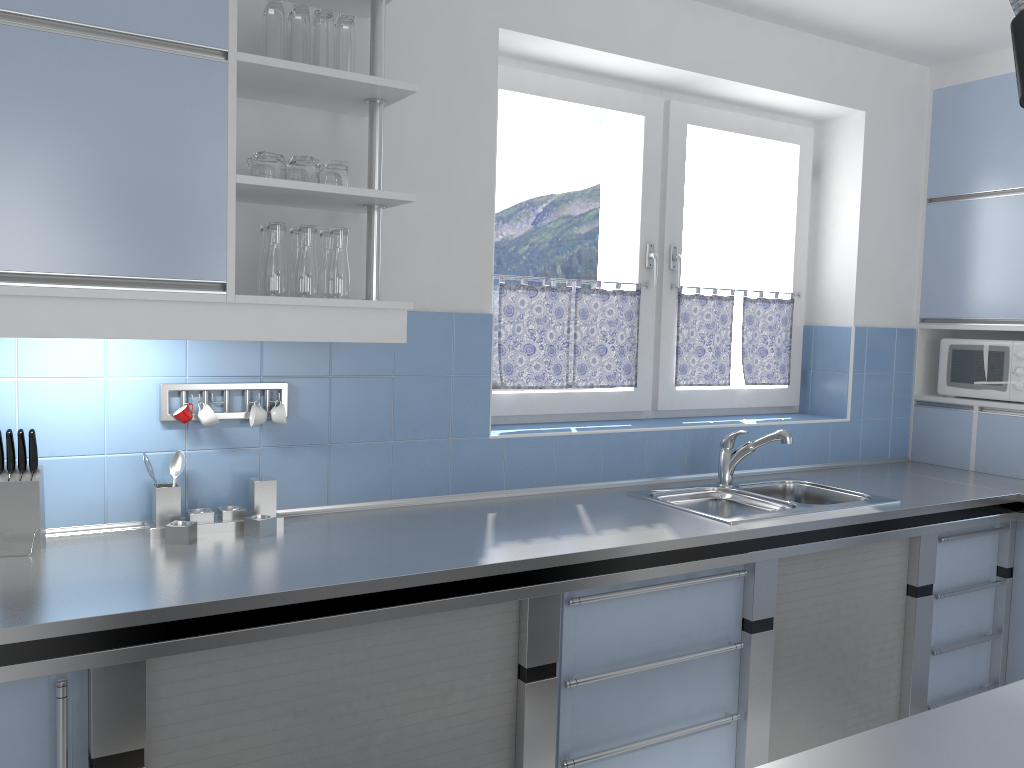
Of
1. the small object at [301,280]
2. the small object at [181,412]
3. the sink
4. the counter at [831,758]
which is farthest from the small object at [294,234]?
the counter at [831,758]

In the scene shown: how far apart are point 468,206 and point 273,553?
1.25m

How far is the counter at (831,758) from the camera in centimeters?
120cm

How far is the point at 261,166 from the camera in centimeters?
219cm

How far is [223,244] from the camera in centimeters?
207cm

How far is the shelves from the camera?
2.1 meters

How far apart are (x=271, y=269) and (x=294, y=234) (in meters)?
0.16

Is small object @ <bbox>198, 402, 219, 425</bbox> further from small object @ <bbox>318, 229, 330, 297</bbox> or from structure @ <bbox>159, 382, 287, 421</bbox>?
small object @ <bbox>318, 229, 330, 297</bbox>

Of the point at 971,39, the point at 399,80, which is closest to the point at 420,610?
the point at 399,80

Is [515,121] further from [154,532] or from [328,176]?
[154,532]
